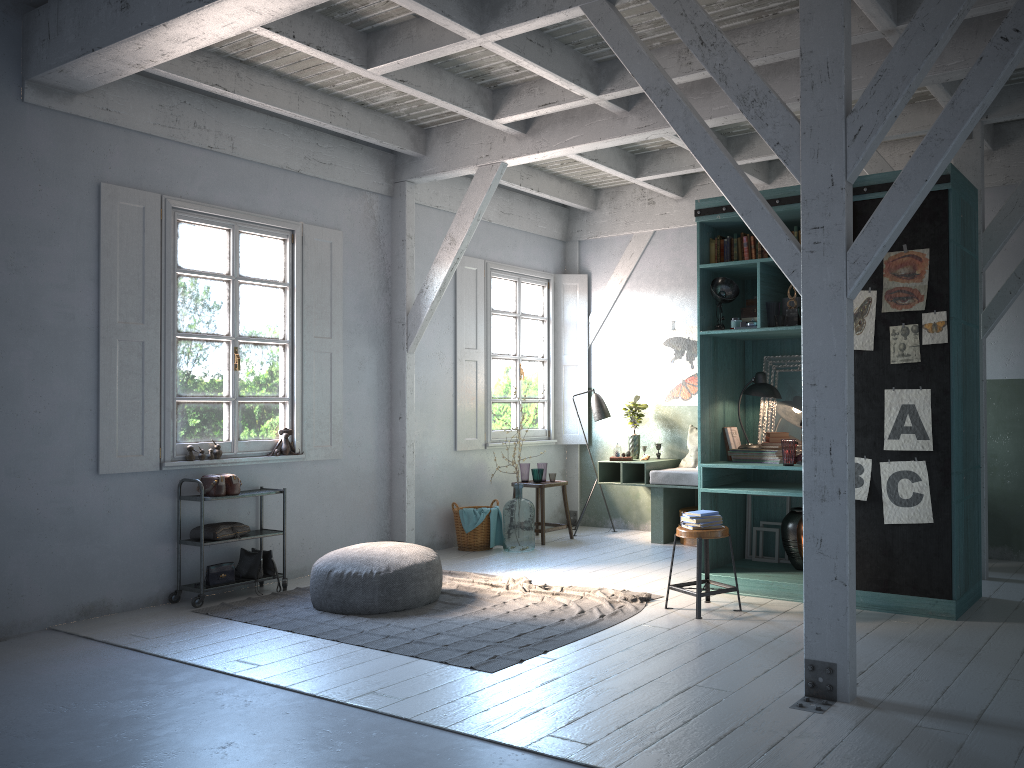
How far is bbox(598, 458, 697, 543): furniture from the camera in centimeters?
967cm

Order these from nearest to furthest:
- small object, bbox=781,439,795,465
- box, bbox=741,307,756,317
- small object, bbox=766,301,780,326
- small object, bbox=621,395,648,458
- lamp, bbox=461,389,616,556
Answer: small object, bbox=781,439,795,465
small object, bbox=766,301,780,326
box, bbox=741,307,756,317
small object, bbox=621,395,648,458
lamp, bbox=461,389,616,556

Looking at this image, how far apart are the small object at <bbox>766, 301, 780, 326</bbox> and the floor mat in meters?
2.4

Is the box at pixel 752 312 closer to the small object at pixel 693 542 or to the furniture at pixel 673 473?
the furniture at pixel 673 473

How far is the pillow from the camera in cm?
1015

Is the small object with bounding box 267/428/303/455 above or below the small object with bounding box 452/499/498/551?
above

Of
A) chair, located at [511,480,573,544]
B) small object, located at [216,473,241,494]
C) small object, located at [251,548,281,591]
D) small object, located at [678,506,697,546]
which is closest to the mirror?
small object, located at [678,506,697,546]

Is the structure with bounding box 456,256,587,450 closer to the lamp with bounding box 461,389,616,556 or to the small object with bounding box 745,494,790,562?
the lamp with bounding box 461,389,616,556

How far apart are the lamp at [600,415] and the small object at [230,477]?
4.69m

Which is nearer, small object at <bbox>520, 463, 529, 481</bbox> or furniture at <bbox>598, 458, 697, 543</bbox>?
furniture at <bbox>598, 458, 697, 543</bbox>
